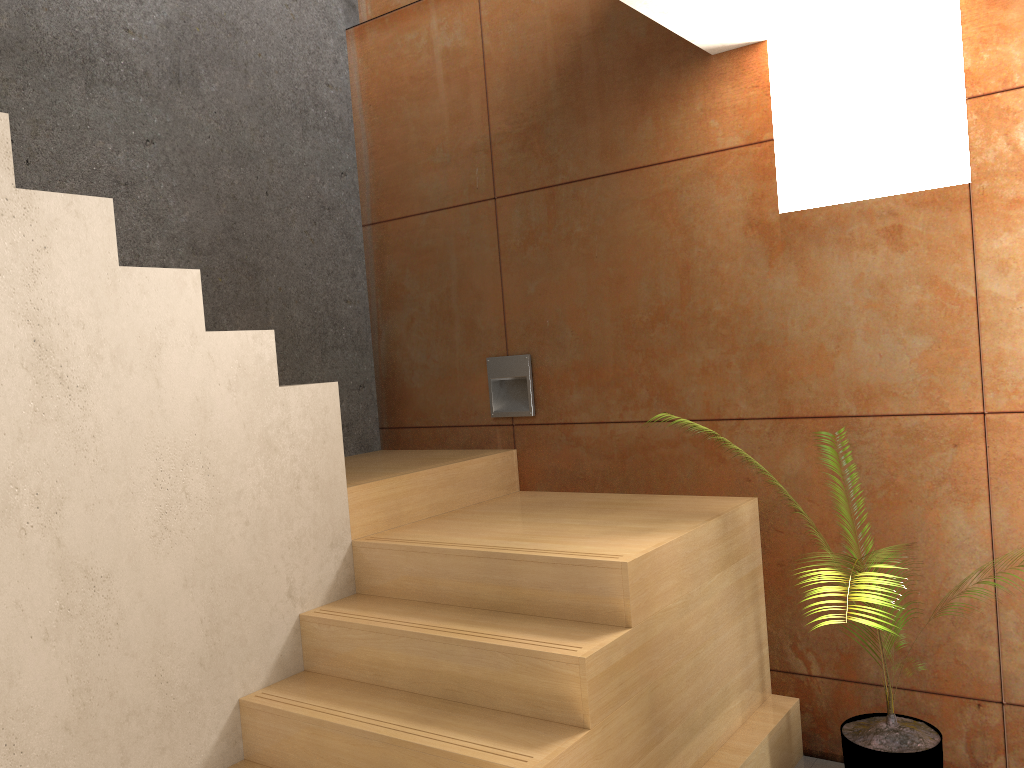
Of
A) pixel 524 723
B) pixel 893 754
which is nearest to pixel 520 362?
pixel 524 723

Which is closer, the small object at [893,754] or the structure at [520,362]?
the small object at [893,754]

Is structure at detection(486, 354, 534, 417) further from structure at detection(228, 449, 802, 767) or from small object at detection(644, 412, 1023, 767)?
small object at detection(644, 412, 1023, 767)

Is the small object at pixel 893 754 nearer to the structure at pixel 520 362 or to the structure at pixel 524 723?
the structure at pixel 524 723

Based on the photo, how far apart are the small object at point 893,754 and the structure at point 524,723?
0.3 meters

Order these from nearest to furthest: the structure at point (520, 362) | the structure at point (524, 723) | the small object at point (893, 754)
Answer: the structure at point (524, 723)
the small object at point (893, 754)
the structure at point (520, 362)

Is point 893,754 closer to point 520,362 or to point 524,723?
point 524,723

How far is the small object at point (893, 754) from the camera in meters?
2.6

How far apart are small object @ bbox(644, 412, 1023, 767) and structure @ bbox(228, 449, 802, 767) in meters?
0.3

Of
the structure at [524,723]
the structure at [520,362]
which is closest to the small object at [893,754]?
the structure at [524,723]
